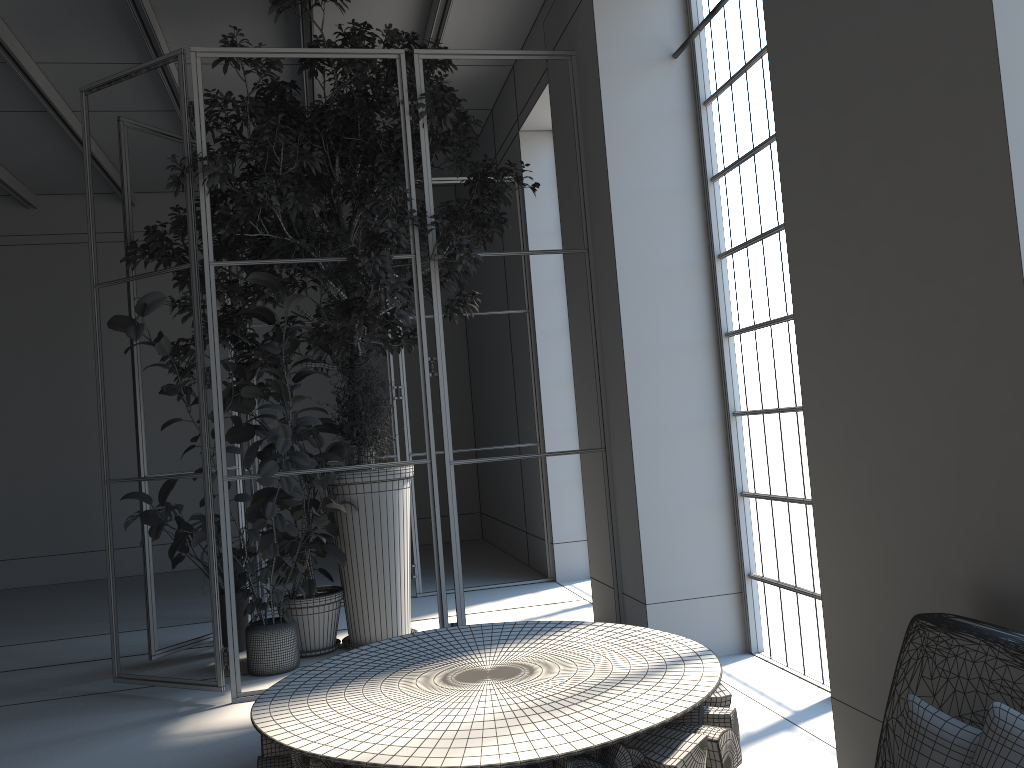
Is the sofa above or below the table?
above

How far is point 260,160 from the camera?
4.81m

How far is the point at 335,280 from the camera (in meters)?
5.36

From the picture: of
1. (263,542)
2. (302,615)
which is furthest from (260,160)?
(302,615)

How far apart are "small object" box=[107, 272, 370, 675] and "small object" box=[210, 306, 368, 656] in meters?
0.0 m

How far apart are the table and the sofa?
0.64m

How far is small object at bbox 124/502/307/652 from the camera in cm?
530

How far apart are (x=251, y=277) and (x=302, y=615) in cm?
209

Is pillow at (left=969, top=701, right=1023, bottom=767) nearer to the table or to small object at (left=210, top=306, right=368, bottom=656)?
the table

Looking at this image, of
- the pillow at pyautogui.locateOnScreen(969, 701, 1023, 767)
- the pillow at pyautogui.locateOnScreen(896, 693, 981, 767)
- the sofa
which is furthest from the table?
the pillow at pyautogui.locateOnScreen(969, 701, 1023, 767)
